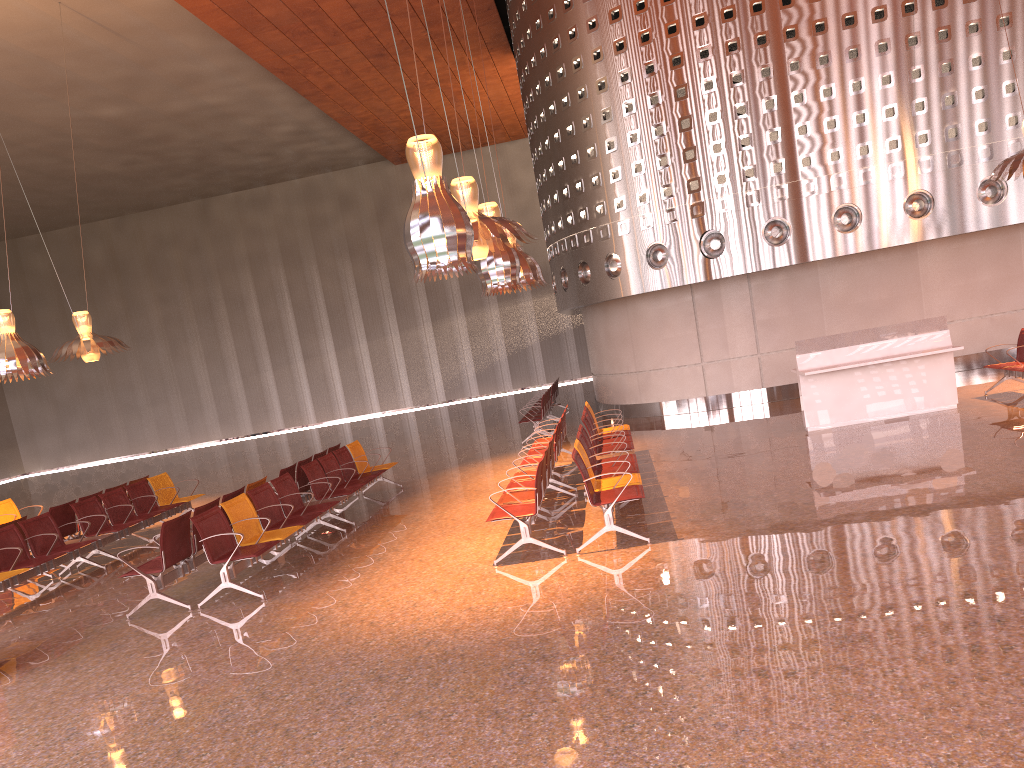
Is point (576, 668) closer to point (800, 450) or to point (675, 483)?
point (675, 483)
